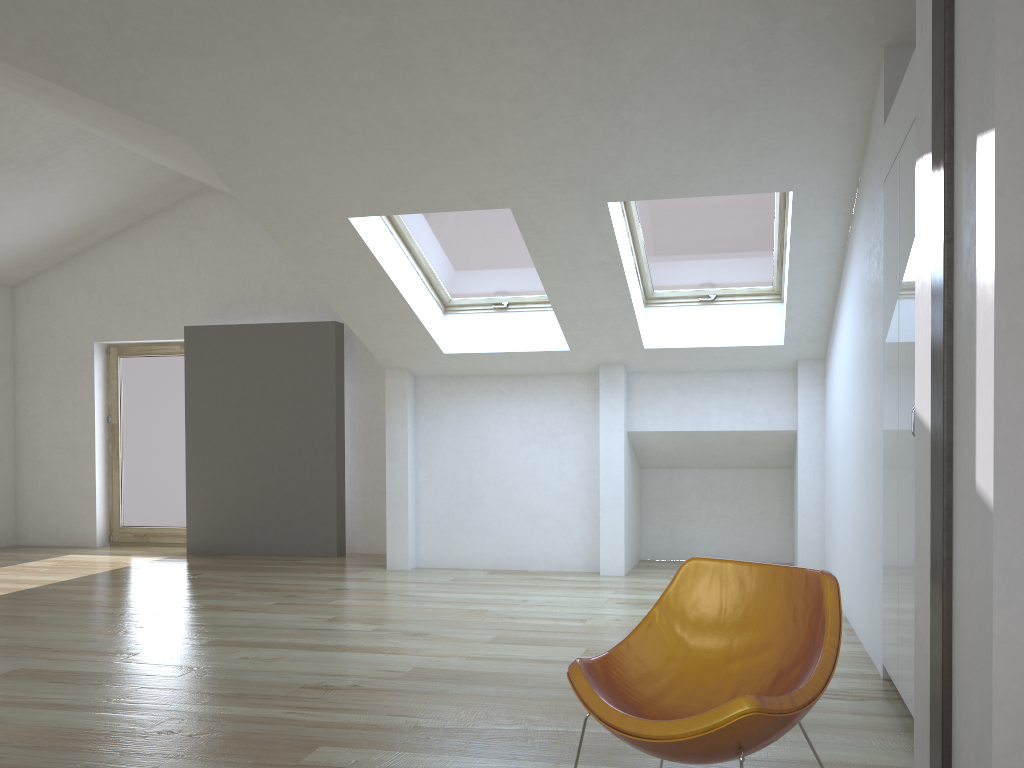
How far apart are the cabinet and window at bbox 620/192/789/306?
1.75m

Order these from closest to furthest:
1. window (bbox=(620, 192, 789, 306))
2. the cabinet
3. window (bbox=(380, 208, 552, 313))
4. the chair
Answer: the chair
the cabinet
window (bbox=(620, 192, 789, 306))
window (bbox=(380, 208, 552, 313))

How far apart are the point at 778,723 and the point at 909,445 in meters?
1.6

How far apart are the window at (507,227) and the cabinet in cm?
282

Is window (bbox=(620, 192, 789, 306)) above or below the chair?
above

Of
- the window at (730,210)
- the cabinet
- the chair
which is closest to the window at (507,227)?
the window at (730,210)

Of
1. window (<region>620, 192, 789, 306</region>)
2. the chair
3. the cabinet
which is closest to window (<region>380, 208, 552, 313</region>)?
window (<region>620, 192, 789, 306</region>)

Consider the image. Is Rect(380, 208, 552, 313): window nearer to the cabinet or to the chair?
the cabinet

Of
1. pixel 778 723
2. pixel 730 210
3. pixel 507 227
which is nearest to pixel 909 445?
pixel 778 723

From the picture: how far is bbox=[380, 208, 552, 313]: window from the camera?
6.15m
